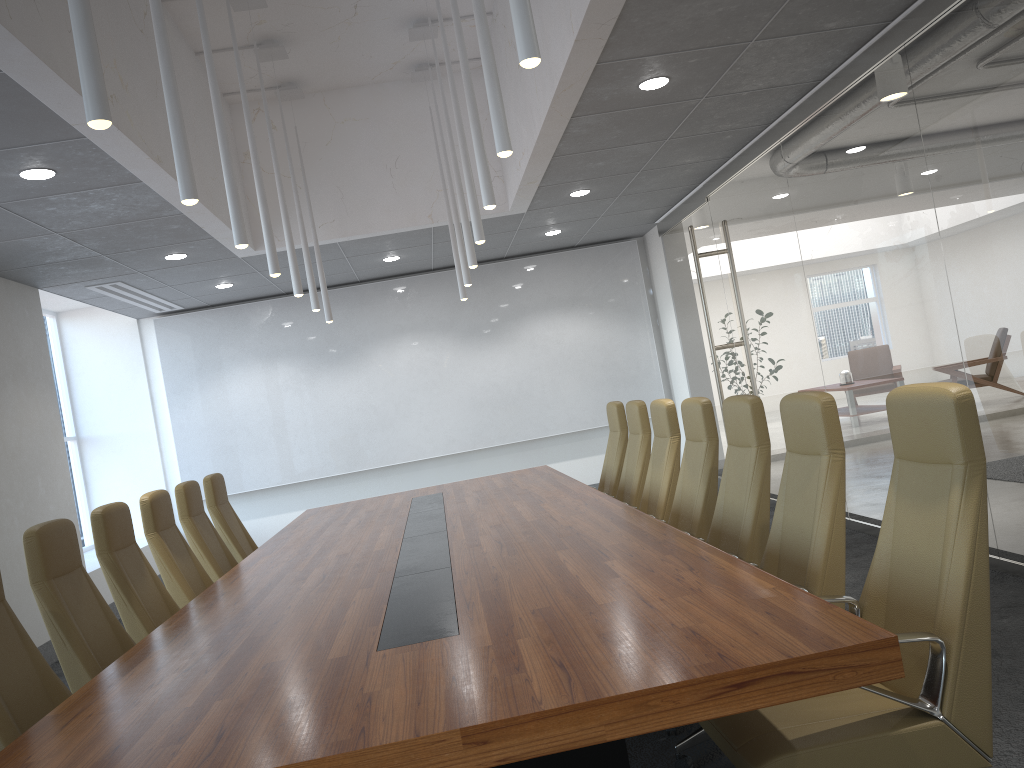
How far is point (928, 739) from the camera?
2.6m

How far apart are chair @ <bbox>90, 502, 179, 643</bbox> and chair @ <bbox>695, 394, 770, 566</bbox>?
3.1m

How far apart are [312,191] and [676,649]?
7.6 meters

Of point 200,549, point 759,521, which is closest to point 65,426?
point 200,549

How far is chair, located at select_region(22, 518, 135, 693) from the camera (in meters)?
4.00

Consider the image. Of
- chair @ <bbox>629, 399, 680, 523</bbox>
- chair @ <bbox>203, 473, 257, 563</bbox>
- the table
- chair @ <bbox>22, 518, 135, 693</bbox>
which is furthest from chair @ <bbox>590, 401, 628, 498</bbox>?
chair @ <bbox>22, 518, 135, 693</bbox>

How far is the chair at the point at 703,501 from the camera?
5.1 meters

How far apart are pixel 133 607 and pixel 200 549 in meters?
1.6

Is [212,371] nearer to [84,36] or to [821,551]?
[84,36]

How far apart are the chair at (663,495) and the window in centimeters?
826cm
